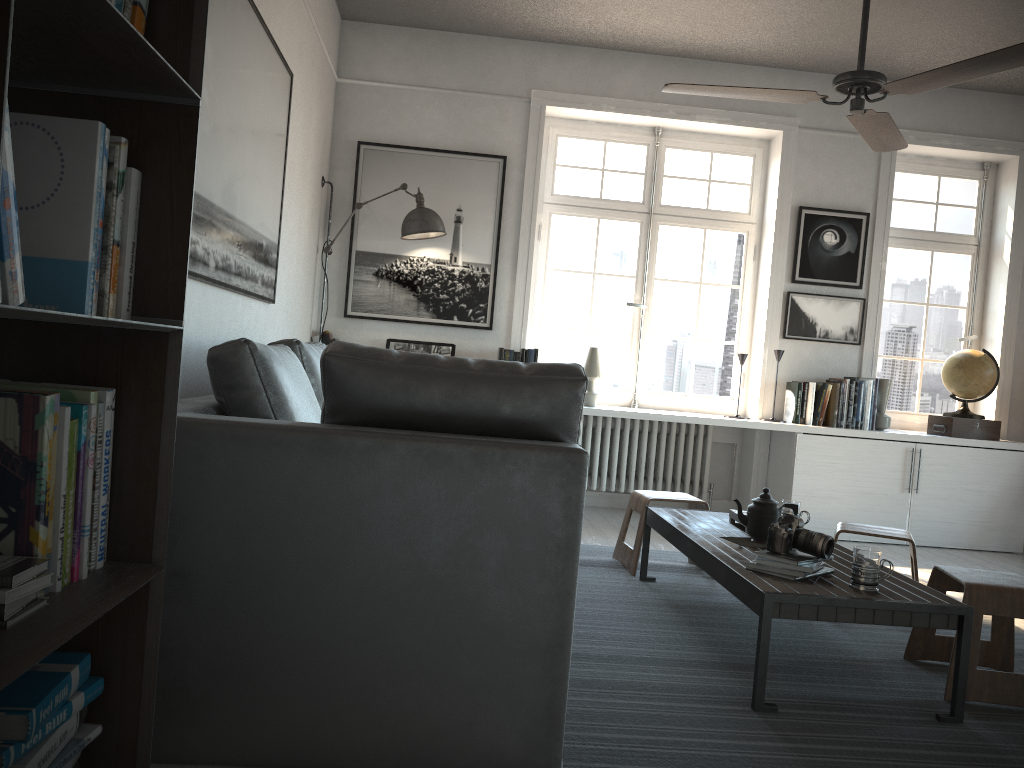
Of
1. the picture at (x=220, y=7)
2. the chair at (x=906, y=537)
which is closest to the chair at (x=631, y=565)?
the chair at (x=906, y=537)

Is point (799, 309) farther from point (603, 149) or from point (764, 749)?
point (764, 749)

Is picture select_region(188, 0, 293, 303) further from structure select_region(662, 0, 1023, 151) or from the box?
the box

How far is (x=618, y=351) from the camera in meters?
5.8

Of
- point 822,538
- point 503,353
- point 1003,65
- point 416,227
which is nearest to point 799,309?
point 503,353

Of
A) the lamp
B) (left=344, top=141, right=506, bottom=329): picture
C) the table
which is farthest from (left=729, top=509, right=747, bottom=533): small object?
the lamp

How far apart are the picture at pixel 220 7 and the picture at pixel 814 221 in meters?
3.3

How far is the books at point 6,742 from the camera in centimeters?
122cm

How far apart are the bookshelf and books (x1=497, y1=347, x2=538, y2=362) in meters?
3.8 m

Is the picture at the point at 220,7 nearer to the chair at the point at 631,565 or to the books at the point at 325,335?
the books at the point at 325,335
